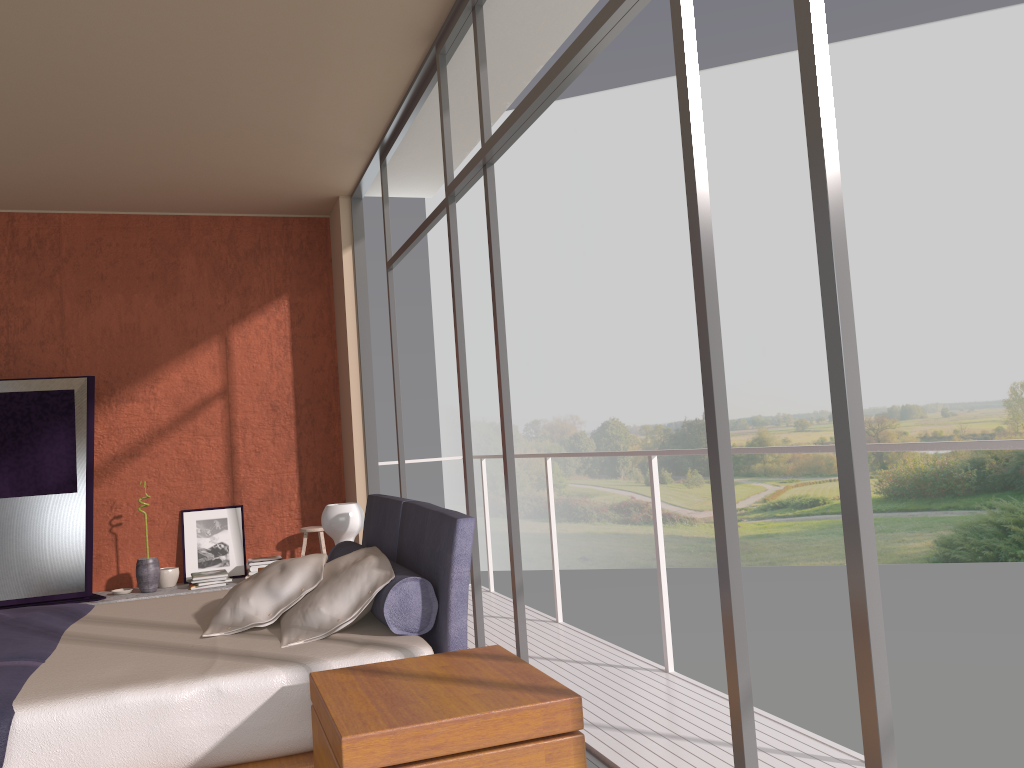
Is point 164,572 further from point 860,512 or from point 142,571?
point 860,512

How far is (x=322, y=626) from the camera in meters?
2.9 m

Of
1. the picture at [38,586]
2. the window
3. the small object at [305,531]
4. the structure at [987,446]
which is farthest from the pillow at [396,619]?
the picture at [38,586]

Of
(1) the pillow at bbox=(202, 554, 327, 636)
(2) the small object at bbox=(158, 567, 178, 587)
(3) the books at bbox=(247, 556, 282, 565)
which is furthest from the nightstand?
(2) the small object at bbox=(158, 567, 178, 587)

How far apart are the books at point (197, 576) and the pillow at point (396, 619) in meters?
2.7 m

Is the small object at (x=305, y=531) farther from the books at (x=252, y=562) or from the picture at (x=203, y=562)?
the picture at (x=203, y=562)

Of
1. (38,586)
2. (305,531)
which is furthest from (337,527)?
(38,586)

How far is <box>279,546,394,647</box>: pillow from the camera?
2.9m

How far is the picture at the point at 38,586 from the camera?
6.06m

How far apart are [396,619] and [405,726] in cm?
93
